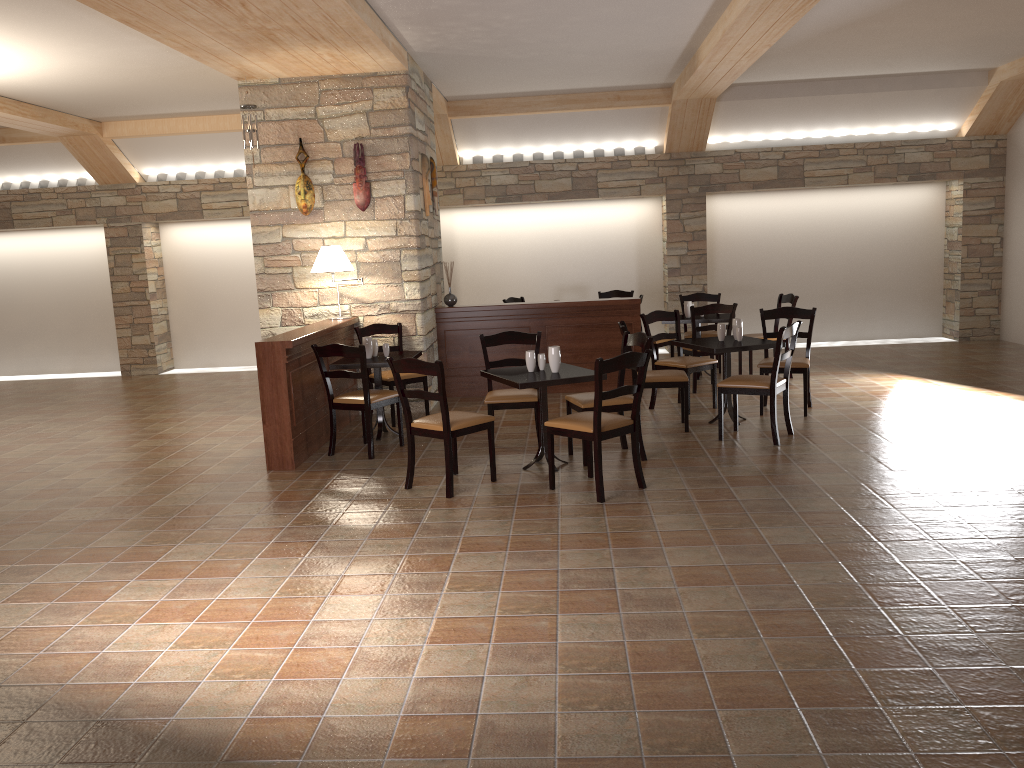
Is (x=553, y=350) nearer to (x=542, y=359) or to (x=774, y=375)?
(x=542, y=359)

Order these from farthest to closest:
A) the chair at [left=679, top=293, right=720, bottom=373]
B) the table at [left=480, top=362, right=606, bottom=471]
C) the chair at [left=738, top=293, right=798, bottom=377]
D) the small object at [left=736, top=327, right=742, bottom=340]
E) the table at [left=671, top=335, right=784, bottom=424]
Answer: the chair at [left=679, top=293, right=720, bottom=373]
the chair at [left=738, top=293, right=798, bottom=377]
the small object at [left=736, top=327, right=742, bottom=340]
the table at [left=671, top=335, right=784, bottom=424]
the table at [left=480, top=362, right=606, bottom=471]

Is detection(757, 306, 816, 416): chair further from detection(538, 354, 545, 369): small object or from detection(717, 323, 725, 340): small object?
detection(538, 354, 545, 369): small object

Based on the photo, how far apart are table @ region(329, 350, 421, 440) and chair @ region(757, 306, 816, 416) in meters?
2.8 m

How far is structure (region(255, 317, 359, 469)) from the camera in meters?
6.1 m

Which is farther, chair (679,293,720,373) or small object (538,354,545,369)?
chair (679,293,720,373)

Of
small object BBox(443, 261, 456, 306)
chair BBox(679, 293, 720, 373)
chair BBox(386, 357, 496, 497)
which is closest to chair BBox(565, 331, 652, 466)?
chair BBox(386, 357, 496, 497)

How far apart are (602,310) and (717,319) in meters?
1.2

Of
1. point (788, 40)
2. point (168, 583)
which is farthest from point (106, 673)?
→ point (788, 40)

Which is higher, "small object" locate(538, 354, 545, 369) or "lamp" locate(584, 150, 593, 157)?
"lamp" locate(584, 150, 593, 157)
